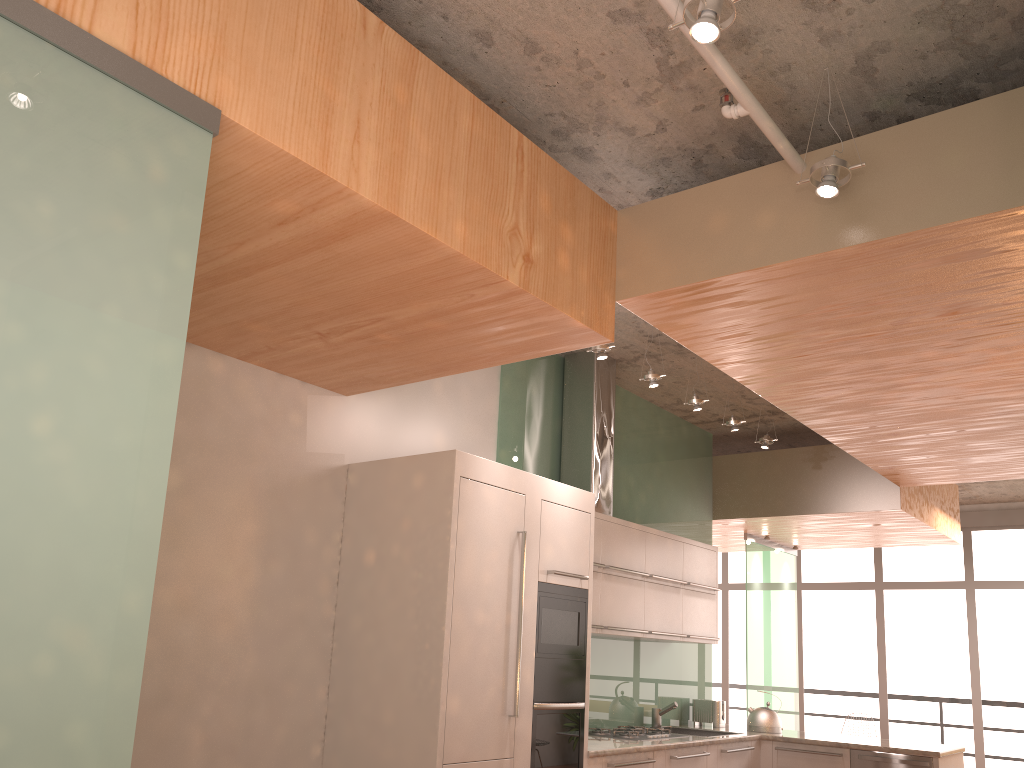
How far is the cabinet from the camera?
3.8m

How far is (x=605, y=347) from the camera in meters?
4.7 m

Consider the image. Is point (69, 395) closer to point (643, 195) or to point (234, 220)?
point (234, 220)

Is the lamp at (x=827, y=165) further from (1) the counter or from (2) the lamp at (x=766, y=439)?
(2) the lamp at (x=766, y=439)

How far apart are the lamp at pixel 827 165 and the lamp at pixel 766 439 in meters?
3.6

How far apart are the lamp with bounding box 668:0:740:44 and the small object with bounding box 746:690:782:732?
5.5m

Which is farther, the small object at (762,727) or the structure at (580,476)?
the small object at (762,727)

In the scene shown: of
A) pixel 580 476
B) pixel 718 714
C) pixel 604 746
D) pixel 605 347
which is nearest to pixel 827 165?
pixel 605 347

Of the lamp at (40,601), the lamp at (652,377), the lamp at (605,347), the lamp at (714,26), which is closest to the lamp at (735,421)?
the lamp at (652,377)

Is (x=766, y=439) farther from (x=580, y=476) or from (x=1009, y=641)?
(x=1009, y=641)
